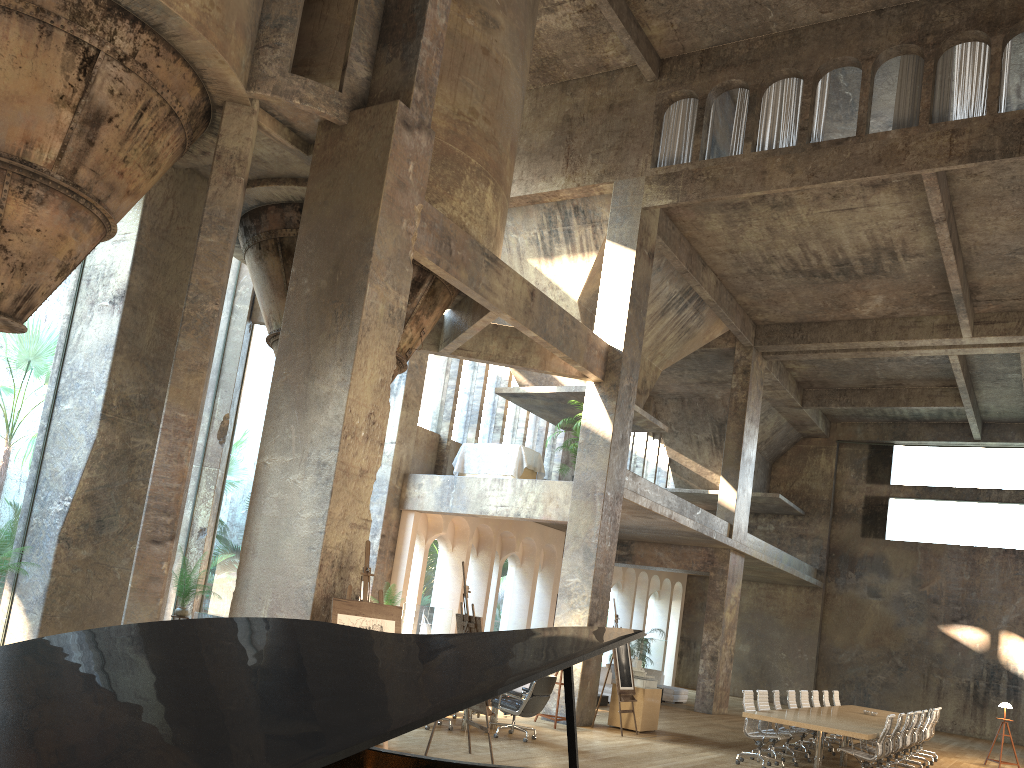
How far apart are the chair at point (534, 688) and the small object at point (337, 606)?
3.6 meters

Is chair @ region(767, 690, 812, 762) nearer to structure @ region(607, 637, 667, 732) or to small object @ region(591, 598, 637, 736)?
structure @ region(607, 637, 667, 732)

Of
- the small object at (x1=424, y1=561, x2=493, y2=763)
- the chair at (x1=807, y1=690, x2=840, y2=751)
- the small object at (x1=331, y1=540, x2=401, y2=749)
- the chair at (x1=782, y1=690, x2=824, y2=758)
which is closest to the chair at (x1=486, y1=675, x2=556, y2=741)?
the small object at (x1=424, y1=561, x2=493, y2=763)

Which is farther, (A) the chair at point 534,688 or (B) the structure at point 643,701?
(B) the structure at point 643,701

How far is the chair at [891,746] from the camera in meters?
11.8

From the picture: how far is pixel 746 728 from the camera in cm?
1187

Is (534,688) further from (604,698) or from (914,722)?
(604,698)

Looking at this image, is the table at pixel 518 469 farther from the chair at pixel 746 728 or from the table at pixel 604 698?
the chair at pixel 746 728

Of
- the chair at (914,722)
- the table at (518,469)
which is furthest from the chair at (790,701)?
the table at (518,469)

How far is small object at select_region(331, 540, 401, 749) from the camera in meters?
7.8
